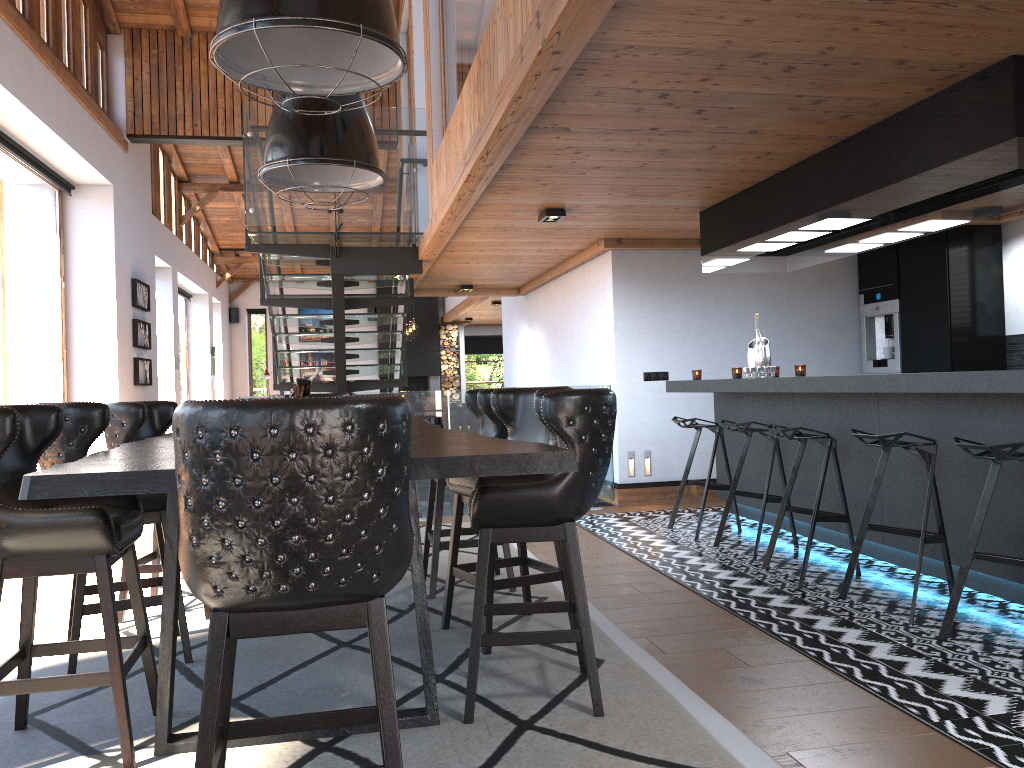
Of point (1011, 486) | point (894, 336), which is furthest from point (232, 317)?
point (1011, 486)

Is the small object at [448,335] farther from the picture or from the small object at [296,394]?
the small object at [296,394]

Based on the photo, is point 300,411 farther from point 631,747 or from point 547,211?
point 547,211

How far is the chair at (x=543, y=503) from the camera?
2.88m

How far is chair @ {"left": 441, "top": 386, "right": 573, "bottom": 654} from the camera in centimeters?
374cm

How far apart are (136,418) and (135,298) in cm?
734

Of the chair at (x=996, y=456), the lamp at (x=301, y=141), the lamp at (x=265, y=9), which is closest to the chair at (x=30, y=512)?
the lamp at (x=265, y=9)

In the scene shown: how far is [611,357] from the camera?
8.04m

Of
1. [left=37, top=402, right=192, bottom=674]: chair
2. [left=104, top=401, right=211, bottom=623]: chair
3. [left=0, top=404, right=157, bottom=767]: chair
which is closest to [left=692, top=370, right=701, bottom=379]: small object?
[left=104, top=401, right=211, bottom=623]: chair

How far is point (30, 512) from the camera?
2.5 meters
